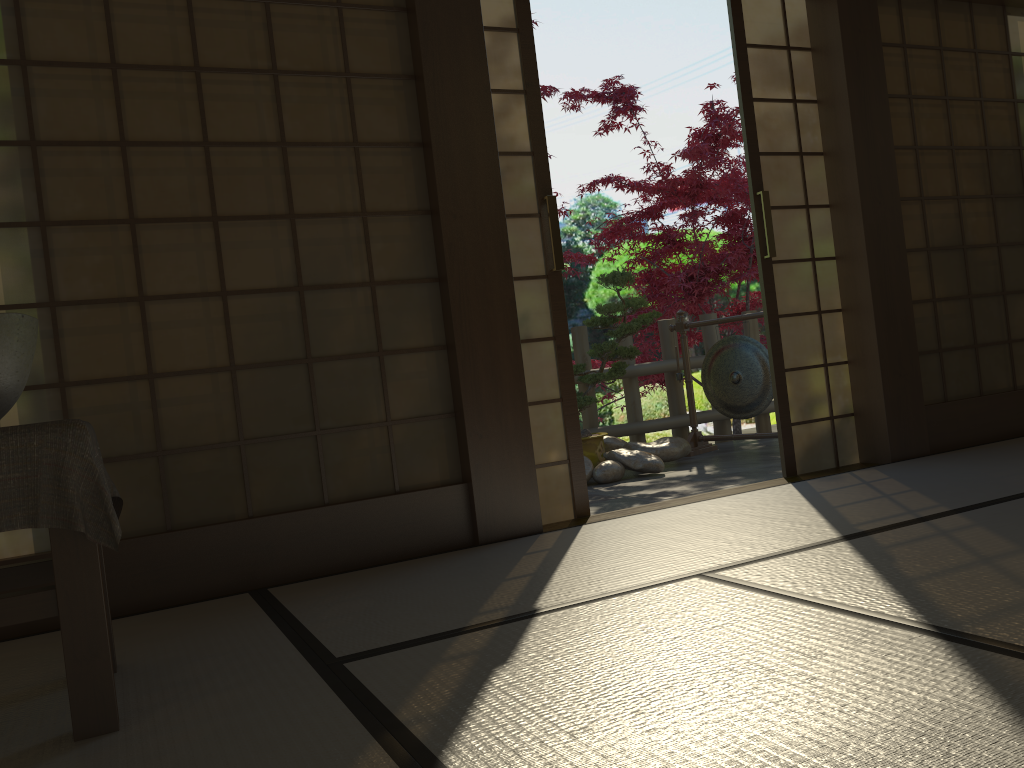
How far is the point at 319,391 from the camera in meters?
3.1

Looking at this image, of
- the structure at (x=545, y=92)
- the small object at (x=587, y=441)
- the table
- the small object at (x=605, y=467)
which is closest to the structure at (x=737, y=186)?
the structure at (x=545, y=92)

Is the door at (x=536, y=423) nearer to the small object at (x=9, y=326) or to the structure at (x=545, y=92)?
the small object at (x=9, y=326)

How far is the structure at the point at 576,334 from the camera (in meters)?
6.58

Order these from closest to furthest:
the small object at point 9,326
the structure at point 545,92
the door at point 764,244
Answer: the small object at point 9,326 < the door at point 764,244 < the structure at point 545,92

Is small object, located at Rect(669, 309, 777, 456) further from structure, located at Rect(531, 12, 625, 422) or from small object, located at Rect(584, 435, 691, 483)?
structure, located at Rect(531, 12, 625, 422)

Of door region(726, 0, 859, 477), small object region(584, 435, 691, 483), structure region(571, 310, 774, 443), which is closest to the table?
door region(726, 0, 859, 477)

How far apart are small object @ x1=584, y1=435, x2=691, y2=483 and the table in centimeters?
349cm

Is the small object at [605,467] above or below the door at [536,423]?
below

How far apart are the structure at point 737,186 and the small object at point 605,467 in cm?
200
